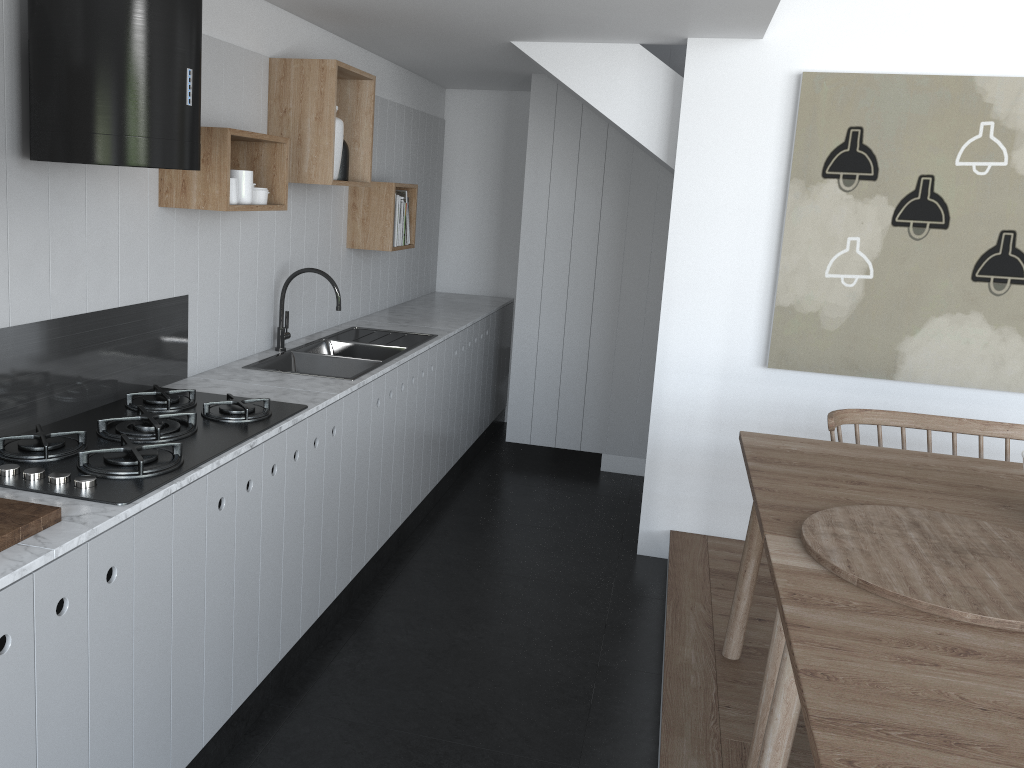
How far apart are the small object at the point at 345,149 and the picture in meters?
1.9 m

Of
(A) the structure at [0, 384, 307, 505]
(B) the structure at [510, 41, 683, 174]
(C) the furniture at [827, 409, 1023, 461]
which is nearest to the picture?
(B) the structure at [510, 41, 683, 174]

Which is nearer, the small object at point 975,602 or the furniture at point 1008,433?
the small object at point 975,602

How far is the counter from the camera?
1.65m

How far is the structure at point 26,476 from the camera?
1.98m

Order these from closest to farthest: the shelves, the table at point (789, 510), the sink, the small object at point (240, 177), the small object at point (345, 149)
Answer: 1. the table at point (789, 510)
2. the shelves
3. the small object at point (240, 177)
4. the sink
5. the small object at point (345, 149)

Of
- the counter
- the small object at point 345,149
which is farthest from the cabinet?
the small object at point 345,149

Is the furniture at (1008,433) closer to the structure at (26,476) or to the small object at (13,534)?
the structure at (26,476)

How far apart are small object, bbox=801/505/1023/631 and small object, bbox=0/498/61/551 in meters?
1.6 m

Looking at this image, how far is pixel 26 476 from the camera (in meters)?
1.98
